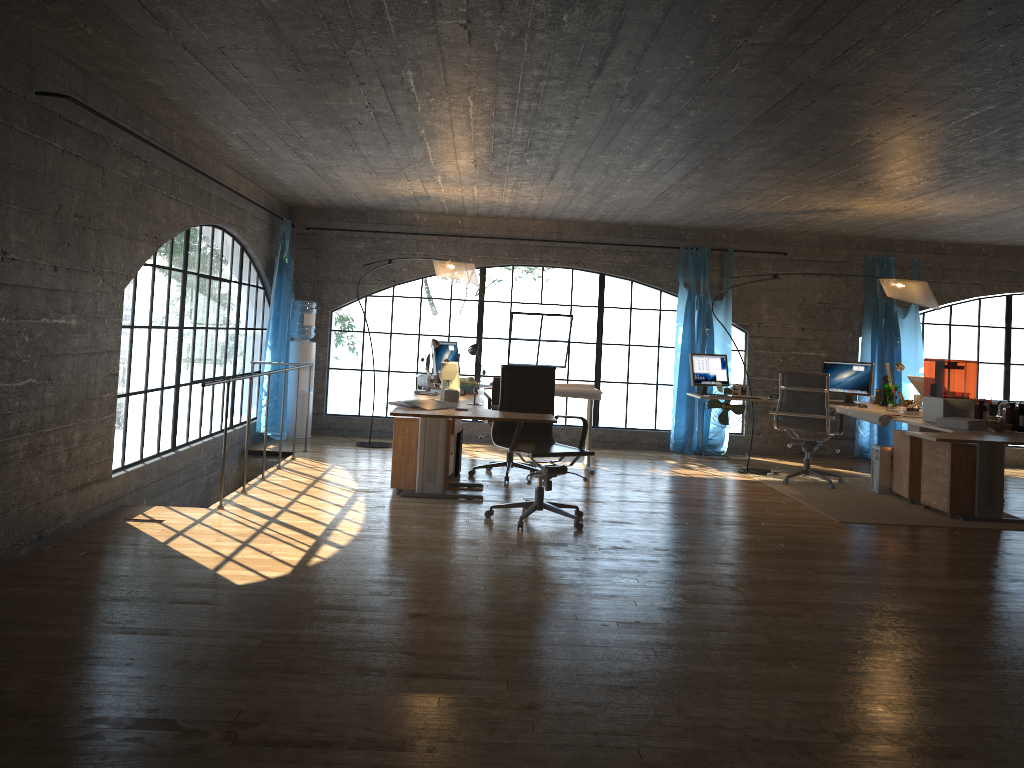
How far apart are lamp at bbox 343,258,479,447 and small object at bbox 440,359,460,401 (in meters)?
1.69

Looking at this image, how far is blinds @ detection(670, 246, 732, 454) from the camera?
9.73m

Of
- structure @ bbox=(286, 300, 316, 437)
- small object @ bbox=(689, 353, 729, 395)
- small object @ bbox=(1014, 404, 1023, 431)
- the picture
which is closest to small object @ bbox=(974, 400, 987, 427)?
small object @ bbox=(1014, 404, 1023, 431)

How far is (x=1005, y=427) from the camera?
5.80m

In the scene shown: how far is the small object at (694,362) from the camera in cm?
839

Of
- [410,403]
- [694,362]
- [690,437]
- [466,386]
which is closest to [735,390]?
[694,362]

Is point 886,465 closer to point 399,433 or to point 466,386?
point 466,386

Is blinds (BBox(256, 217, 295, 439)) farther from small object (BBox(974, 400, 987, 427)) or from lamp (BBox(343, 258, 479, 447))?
small object (BBox(974, 400, 987, 427))

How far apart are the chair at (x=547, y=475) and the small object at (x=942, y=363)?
2.1m

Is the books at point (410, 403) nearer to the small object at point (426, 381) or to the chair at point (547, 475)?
the chair at point (547, 475)
